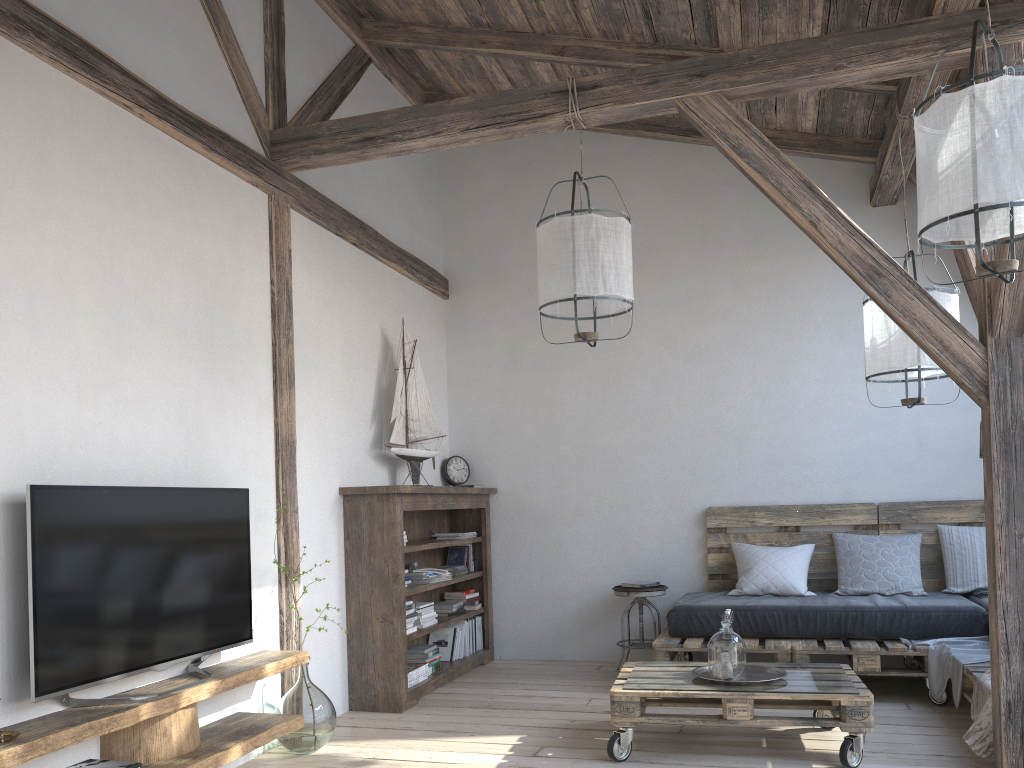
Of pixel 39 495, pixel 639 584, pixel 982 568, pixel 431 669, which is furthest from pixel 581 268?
pixel 982 568

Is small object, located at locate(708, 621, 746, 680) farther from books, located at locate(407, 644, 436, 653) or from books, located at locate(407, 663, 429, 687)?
books, located at locate(407, 644, 436, 653)

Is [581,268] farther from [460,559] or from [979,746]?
[460,559]

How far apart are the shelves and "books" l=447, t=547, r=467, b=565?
2.10m

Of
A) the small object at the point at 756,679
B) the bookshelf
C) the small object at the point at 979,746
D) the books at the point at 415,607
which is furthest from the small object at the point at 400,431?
the small object at the point at 979,746

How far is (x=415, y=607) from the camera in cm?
478

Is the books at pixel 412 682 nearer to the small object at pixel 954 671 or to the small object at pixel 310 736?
the small object at pixel 310 736

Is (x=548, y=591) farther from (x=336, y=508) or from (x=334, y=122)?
(x=334, y=122)

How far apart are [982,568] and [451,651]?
3.1m

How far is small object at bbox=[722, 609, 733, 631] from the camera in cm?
370
